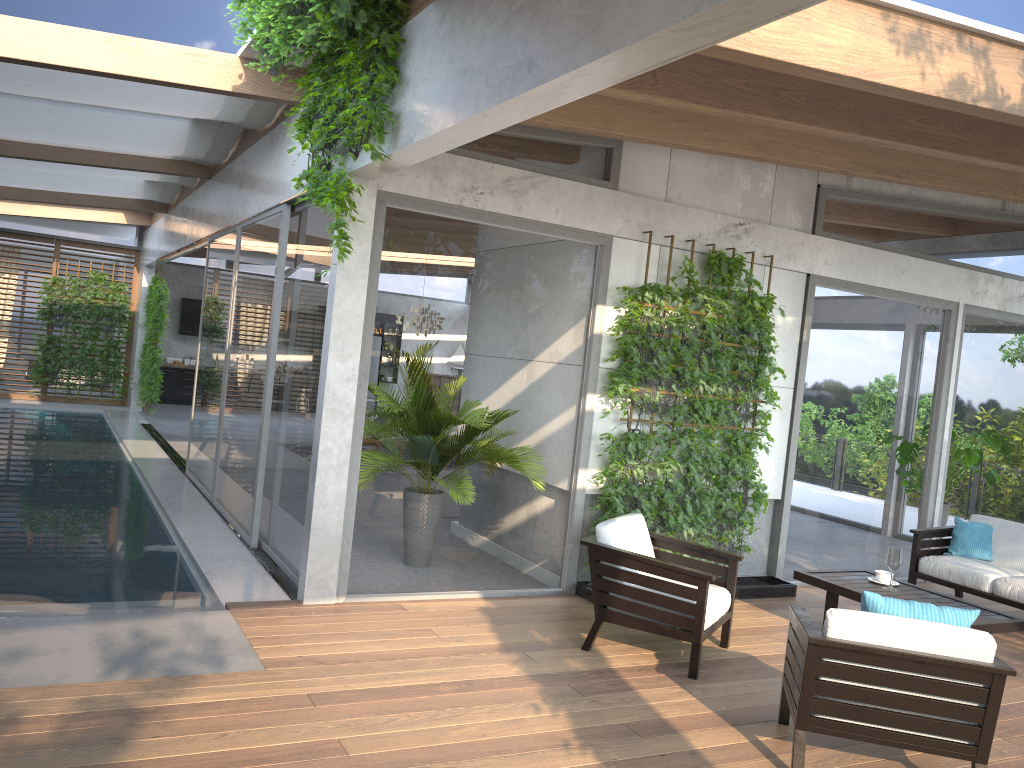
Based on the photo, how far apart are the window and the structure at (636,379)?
0.14m

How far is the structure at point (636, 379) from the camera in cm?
646

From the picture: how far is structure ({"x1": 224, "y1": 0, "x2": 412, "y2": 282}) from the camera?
4.7m

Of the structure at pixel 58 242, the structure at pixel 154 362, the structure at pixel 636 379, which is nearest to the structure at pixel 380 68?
the structure at pixel 636 379

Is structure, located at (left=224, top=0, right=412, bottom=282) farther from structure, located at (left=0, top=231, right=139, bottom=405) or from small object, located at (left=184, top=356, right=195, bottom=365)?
small object, located at (left=184, top=356, right=195, bottom=365)

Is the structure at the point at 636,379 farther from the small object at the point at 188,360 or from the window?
the small object at the point at 188,360

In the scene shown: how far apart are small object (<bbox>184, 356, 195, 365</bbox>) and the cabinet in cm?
49

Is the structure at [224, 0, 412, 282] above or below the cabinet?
above

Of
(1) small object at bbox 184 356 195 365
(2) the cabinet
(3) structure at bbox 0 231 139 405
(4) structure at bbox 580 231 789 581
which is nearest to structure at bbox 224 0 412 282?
(4) structure at bbox 580 231 789 581

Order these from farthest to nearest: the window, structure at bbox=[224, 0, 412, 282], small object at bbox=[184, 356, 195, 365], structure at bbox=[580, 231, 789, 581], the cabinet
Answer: small object at bbox=[184, 356, 195, 365], the cabinet, structure at bbox=[580, 231, 789, 581], the window, structure at bbox=[224, 0, 412, 282]
